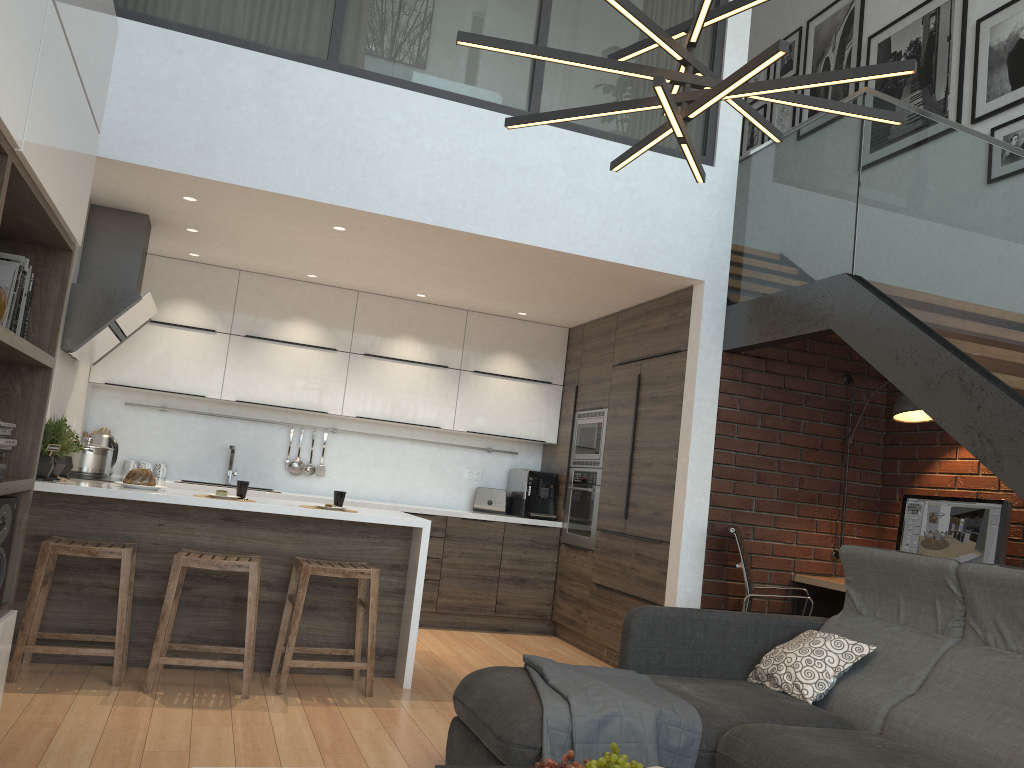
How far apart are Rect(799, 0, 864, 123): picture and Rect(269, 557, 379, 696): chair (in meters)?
4.74

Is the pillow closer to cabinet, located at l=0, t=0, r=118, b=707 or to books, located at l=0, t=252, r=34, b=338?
cabinet, located at l=0, t=0, r=118, b=707

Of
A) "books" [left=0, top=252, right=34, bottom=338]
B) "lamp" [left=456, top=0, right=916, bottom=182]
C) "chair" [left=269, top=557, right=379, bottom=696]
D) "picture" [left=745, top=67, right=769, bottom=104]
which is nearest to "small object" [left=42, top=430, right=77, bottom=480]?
"chair" [left=269, top=557, right=379, bottom=696]

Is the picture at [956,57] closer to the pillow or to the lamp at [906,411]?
the lamp at [906,411]

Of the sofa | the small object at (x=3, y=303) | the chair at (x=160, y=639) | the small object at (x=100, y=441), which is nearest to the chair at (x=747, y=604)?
the sofa

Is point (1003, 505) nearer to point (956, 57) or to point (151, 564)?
point (956, 57)

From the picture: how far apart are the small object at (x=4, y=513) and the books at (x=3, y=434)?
0.2 meters

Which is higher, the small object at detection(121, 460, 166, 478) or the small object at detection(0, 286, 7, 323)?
the small object at detection(0, 286, 7, 323)

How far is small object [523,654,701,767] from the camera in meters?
2.7

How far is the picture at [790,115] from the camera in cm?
703
